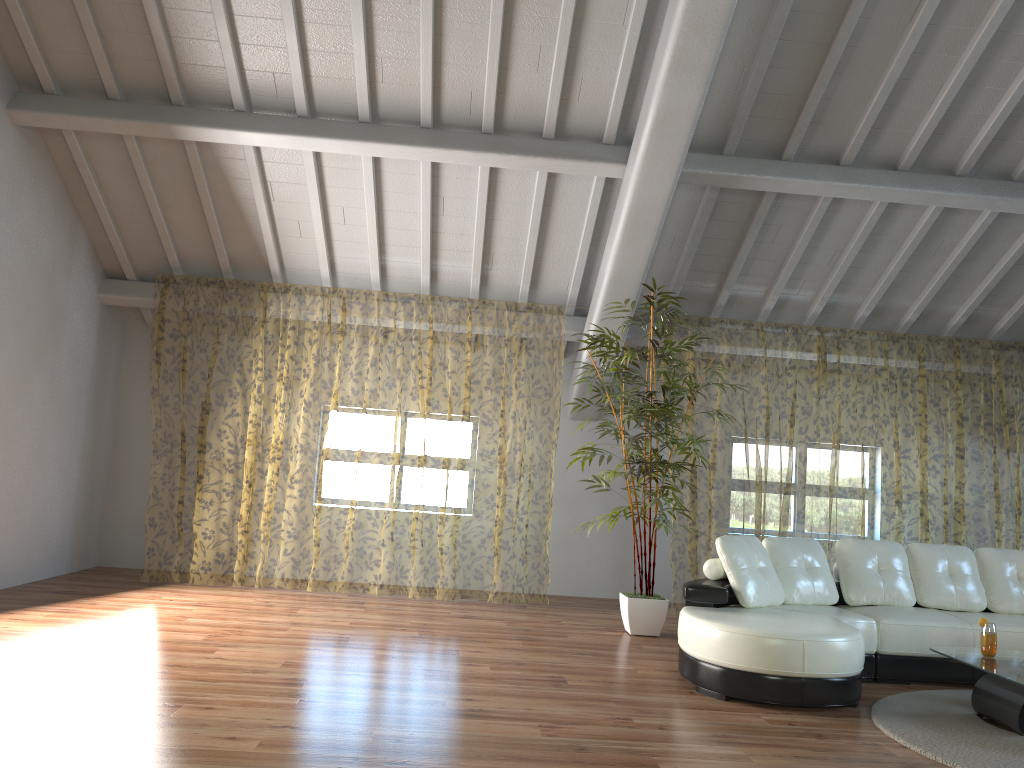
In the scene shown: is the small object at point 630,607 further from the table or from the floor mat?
the table

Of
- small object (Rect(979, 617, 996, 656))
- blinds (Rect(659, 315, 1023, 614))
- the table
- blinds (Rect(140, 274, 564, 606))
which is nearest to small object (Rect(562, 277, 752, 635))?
blinds (Rect(659, 315, 1023, 614))

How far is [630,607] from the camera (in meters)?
6.22

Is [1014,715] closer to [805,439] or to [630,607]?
[630,607]

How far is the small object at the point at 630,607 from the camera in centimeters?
622cm

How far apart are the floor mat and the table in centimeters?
4cm

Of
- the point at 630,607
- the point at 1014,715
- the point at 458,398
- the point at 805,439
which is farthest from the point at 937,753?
the point at 458,398

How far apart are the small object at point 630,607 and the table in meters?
2.0 m

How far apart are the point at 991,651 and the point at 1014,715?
0.49m

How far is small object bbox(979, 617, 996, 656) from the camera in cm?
442
